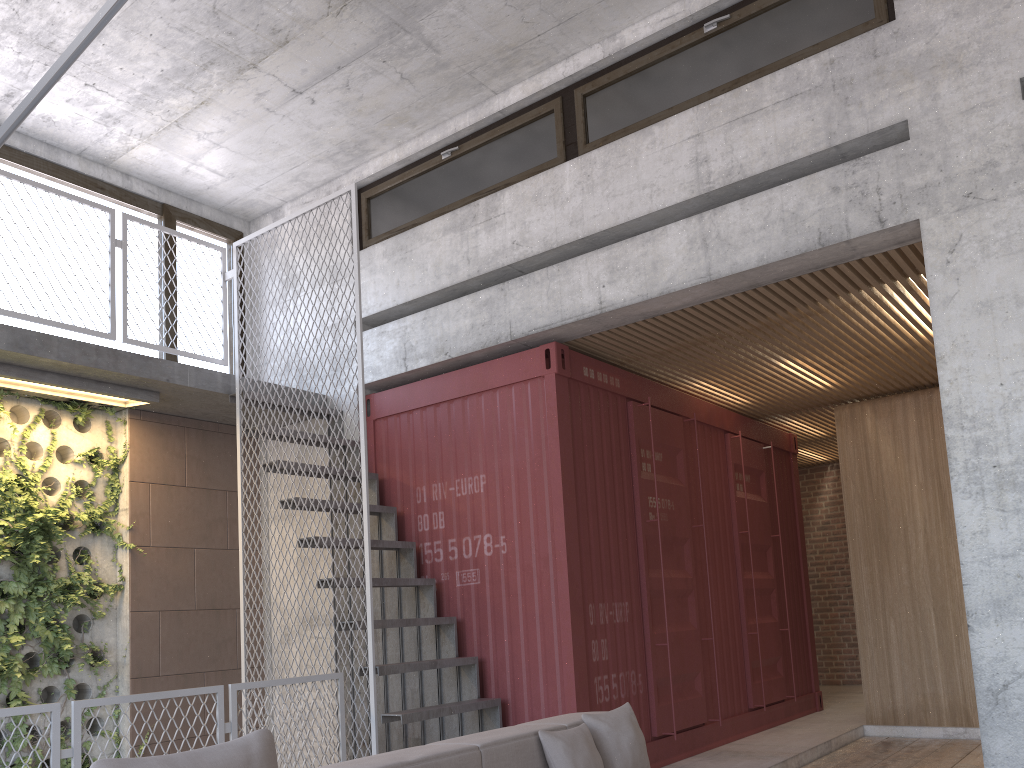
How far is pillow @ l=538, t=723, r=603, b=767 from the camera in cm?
352

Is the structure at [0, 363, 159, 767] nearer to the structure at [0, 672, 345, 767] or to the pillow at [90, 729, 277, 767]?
the structure at [0, 672, 345, 767]

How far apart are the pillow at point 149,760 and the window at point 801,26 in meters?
4.8 m

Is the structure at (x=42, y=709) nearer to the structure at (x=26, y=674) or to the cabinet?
the structure at (x=26, y=674)

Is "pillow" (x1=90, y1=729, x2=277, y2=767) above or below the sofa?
above

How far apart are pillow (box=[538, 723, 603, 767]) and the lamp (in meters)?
2.91

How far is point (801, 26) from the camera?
5.5m

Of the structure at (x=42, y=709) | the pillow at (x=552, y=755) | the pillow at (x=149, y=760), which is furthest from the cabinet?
the pillow at (x=149, y=760)

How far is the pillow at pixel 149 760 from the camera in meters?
2.2

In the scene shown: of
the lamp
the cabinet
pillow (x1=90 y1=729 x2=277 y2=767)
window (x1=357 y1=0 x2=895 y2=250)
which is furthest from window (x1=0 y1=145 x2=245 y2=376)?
the cabinet
